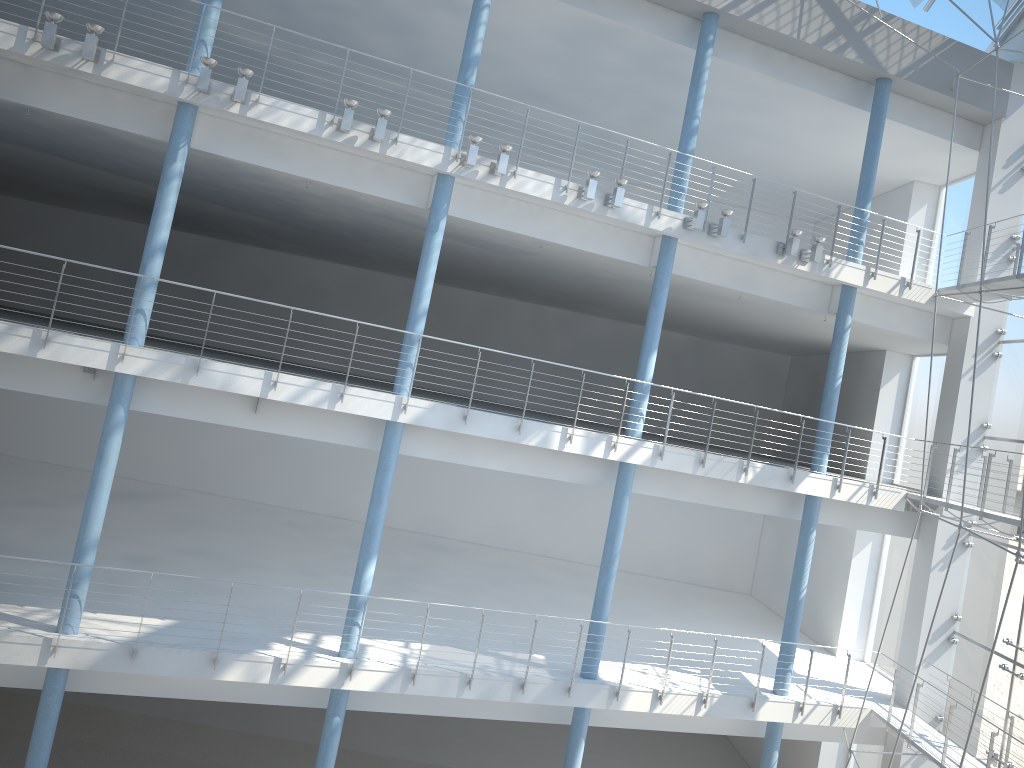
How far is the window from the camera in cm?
205

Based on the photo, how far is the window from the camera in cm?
205

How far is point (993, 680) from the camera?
2.0 meters
